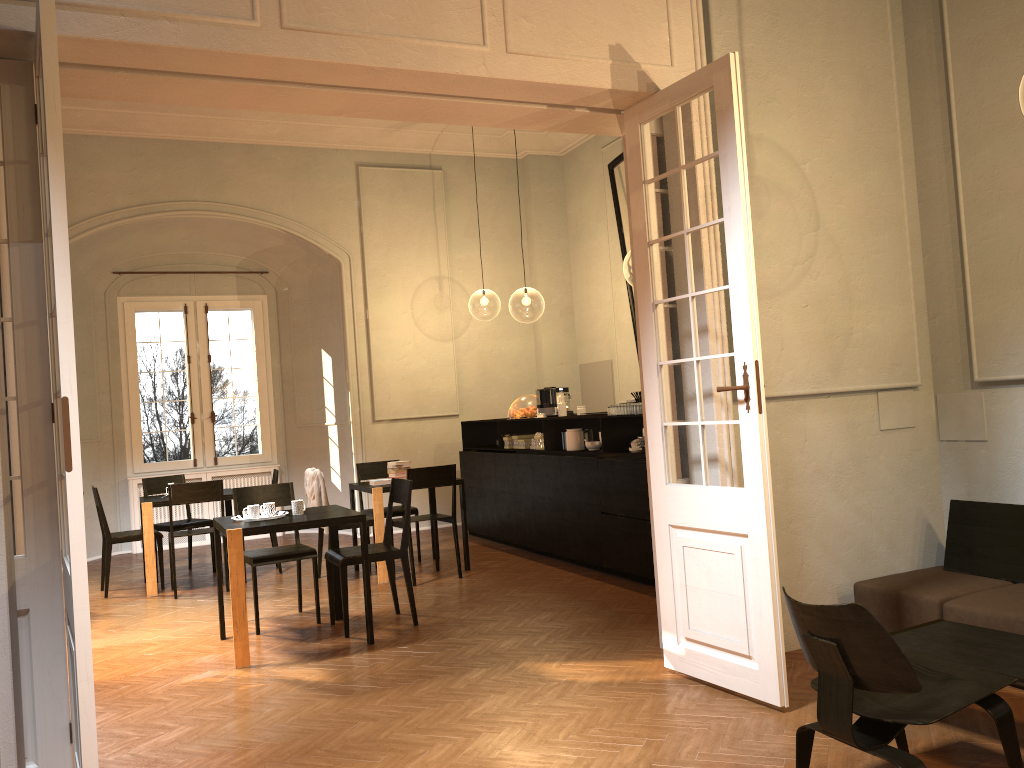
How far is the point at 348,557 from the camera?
6.37m

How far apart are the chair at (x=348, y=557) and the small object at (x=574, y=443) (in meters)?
2.23

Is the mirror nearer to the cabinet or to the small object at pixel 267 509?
the cabinet

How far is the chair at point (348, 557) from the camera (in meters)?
6.37

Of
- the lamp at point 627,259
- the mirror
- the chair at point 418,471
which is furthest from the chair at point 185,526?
the lamp at point 627,259

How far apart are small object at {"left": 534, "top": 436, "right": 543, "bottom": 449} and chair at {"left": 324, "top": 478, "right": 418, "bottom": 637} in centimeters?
257cm

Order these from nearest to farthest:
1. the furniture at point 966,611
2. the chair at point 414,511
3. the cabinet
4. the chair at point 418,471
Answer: the furniture at point 966,611 → the cabinet → the chair at point 418,471 → the chair at point 414,511

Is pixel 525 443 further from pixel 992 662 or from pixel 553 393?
pixel 992 662

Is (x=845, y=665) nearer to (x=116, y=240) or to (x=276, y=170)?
(x=276, y=170)

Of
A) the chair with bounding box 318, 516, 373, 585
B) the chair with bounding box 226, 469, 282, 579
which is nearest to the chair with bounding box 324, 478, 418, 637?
the chair with bounding box 318, 516, 373, 585
